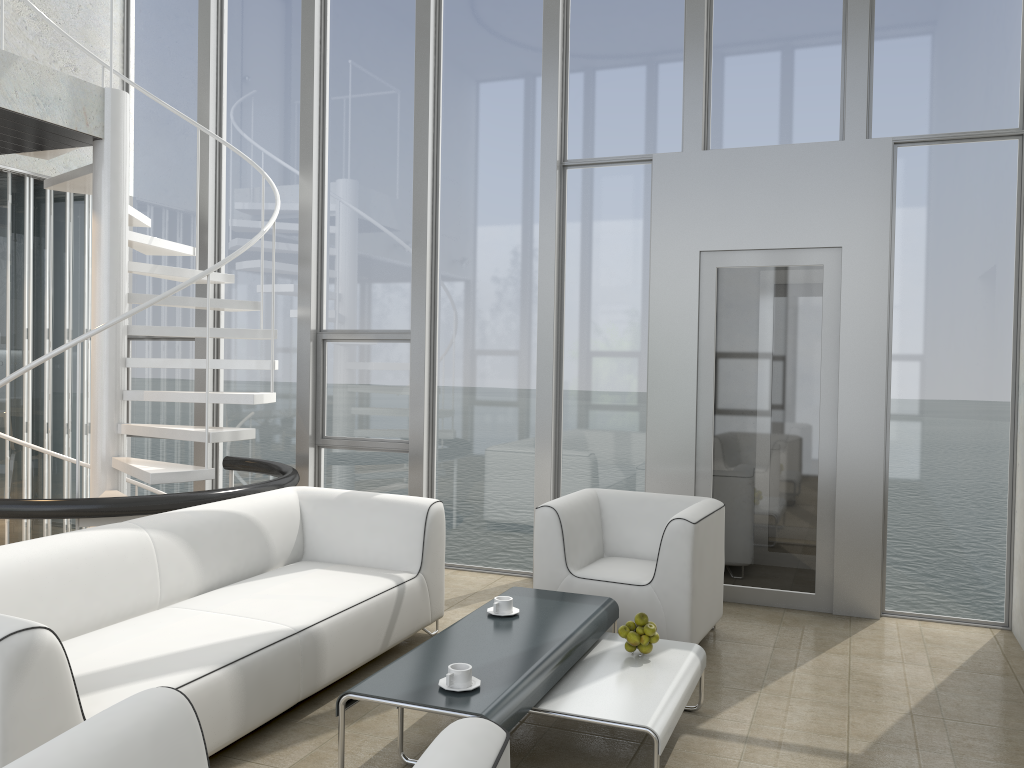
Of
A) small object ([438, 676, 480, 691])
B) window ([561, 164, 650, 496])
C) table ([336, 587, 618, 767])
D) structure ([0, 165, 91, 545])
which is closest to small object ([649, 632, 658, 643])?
table ([336, 587, 618, 767])

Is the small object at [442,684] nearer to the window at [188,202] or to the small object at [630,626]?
the small object at [630,626]

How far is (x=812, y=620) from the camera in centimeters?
495cm

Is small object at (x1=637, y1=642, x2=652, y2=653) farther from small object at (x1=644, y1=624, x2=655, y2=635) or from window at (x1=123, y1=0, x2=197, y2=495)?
window at (x1=123, y1=0, x2=197, y2=495)

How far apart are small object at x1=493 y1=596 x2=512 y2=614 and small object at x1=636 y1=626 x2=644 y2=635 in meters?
0.5

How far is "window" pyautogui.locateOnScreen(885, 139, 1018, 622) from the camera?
4.9 meters

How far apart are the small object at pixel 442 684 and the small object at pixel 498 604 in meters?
0.8

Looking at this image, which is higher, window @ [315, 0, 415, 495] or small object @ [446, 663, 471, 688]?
window @ [315, 0, 415, 495]

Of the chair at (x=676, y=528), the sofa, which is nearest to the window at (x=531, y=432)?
the chair at (x=676, y=528)

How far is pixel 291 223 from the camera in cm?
651
